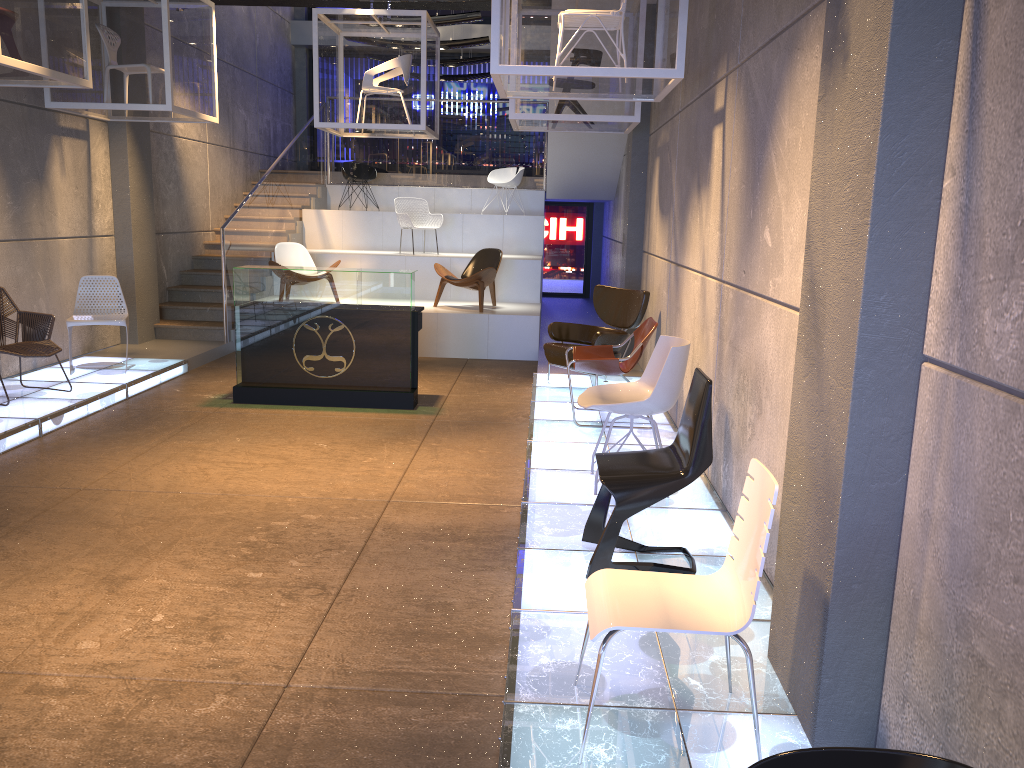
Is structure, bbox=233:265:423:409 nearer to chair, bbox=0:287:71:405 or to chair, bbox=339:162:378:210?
chair, bbox=0:287:71:405

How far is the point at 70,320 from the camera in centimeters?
827cm

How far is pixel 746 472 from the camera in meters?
4.5 m

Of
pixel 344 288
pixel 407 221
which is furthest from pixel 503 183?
pixel 344 288

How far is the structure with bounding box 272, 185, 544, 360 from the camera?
10.7 meters

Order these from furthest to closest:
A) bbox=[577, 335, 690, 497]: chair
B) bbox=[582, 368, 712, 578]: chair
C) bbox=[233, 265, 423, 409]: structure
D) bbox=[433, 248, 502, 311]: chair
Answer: bbox=[433, 248, 502, 311]: chair < bbox=[233, 265, 423, 409]: structure < bbox=[577, 335, 690, 497]: chair < bbox=[582, 368, 712, 578]: chair

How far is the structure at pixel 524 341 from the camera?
10.71m

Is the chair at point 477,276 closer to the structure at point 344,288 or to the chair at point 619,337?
the chair at point 619,337

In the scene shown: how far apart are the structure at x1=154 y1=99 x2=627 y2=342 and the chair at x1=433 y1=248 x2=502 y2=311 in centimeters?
208cm

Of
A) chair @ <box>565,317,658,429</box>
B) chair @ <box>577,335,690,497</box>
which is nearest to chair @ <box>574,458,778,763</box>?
chair @ <box>577,335,690,497</box>
